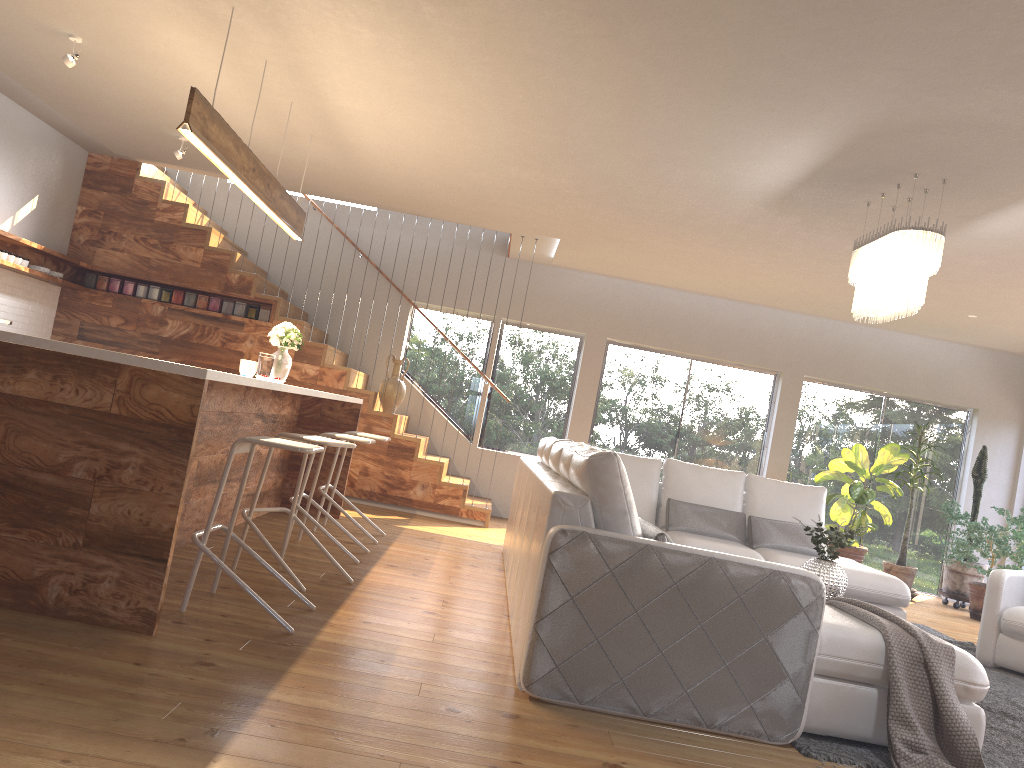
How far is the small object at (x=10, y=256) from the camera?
7.14m

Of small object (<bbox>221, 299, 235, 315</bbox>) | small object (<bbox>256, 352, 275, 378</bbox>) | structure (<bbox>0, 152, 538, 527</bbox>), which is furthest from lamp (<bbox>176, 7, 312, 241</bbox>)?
small object (<bbox>221, 299, 235, 315</bbox>)

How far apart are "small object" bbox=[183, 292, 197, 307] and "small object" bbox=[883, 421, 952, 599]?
7.4 meters

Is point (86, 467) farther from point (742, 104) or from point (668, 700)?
point (742, 104)

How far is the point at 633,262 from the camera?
8.5m

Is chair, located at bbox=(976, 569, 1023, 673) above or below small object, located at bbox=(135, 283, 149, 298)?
below

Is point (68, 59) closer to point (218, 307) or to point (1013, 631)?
point (218, 307)

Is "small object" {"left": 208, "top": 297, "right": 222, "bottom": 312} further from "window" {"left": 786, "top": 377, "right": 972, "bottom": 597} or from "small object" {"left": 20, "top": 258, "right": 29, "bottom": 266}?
"window" {"left": 786, "top": 377, "right": 972, "bottom": 597}

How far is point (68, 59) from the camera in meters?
5.1 m

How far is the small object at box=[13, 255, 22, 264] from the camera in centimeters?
725cm
